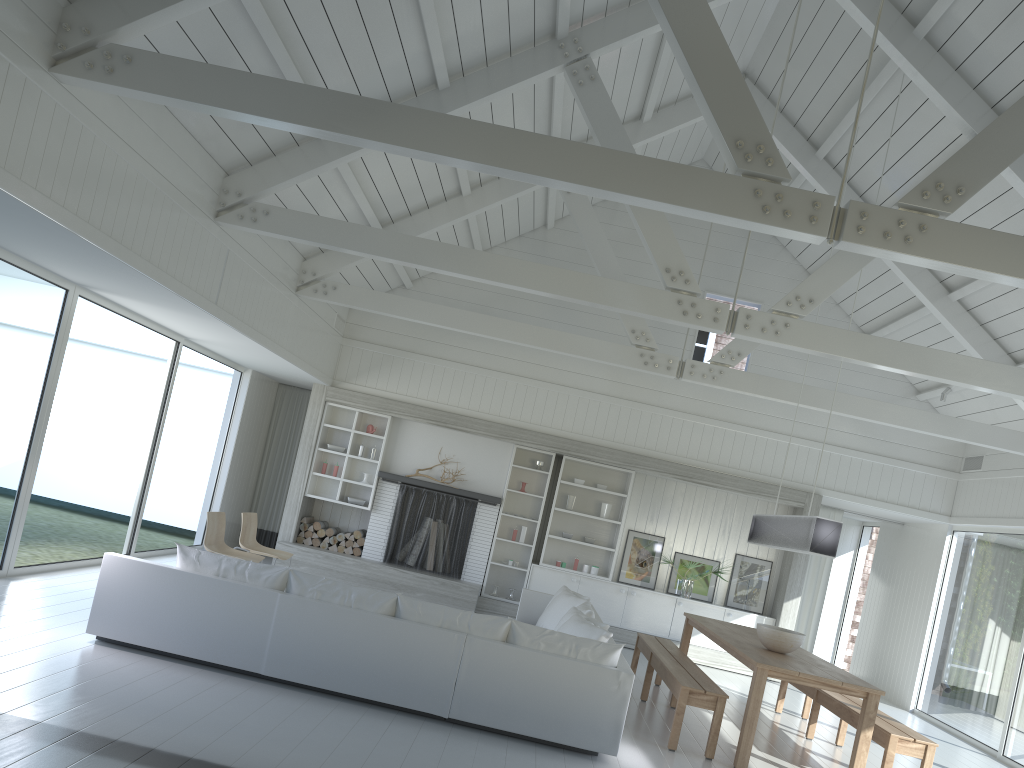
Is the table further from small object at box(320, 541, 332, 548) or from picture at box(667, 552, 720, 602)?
small object at box(320, 541, 332, 548)

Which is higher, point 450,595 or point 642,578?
point 642,578

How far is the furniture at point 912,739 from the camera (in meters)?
6.02

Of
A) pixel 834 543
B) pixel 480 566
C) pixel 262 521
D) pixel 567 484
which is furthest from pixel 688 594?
pixel 262 521

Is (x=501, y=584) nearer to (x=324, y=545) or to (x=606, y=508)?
(x=606, y=508)

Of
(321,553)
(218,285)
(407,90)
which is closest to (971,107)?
(407,90)

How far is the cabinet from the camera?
10.99m

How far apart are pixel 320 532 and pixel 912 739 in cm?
738

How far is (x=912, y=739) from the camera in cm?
602

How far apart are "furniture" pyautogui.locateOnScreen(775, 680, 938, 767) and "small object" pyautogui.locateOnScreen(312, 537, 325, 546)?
5.83m
